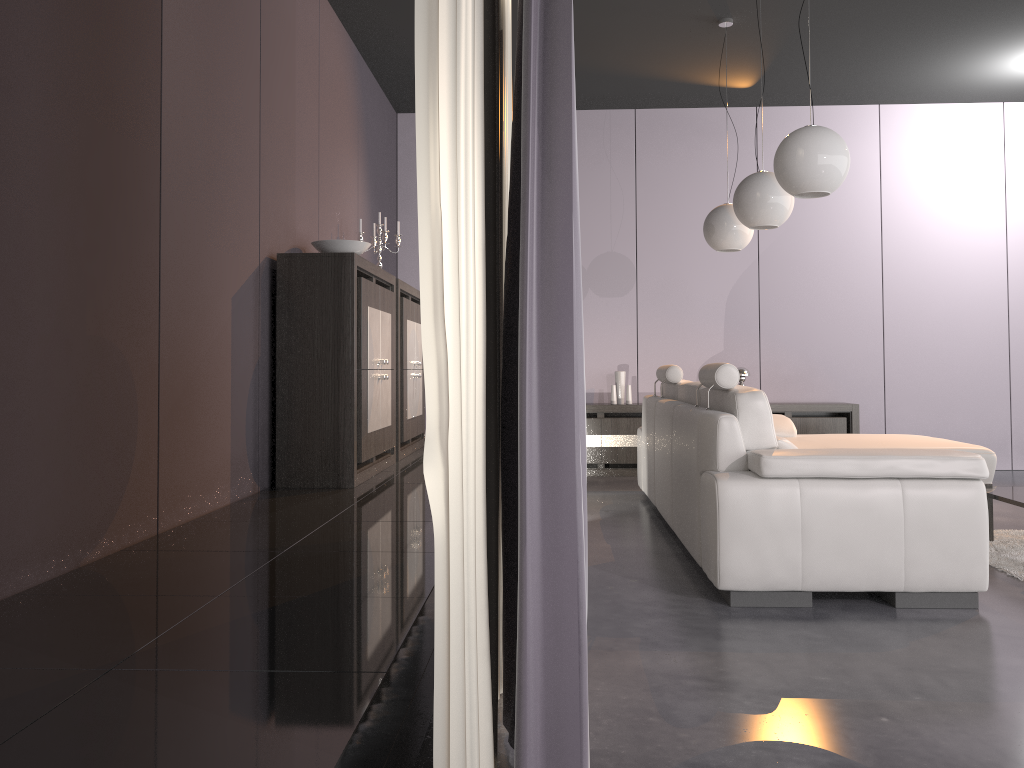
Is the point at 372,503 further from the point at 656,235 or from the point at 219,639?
the point at 656,235

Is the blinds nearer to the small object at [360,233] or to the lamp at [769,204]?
the lamp at [769,204]

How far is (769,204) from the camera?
4.40m

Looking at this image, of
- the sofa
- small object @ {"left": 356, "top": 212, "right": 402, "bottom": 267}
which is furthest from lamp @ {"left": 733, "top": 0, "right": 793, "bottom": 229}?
small object @ {"left": 356, "top": 212, "right": 402, "bottom": 267}

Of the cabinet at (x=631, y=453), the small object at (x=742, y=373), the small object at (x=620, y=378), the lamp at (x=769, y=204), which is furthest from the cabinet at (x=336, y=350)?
the small object at (x=742, y=373)

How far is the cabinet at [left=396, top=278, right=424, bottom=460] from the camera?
5.3m

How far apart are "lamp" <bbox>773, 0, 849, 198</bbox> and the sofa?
0.81m

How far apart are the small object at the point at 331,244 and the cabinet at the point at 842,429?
3.7 meters

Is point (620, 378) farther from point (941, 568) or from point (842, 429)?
point (941, 568)

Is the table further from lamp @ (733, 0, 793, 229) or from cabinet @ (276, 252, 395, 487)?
cabinet @ (276, 252, 395, 487)
